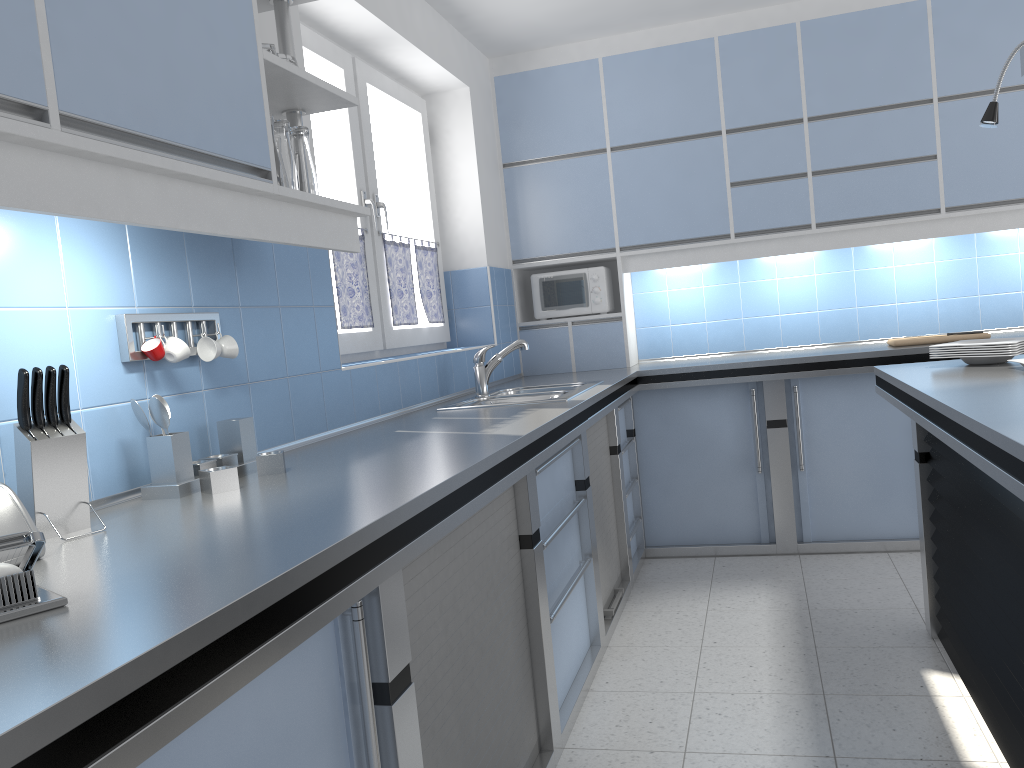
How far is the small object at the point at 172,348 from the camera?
1.9 meters

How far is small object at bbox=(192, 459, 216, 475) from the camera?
1.9m

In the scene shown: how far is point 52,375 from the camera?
1.50m

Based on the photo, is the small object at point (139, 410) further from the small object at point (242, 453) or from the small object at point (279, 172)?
the small object at point (279, 172)

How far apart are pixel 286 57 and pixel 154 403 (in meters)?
0.90

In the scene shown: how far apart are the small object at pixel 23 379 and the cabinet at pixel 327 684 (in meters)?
0.60

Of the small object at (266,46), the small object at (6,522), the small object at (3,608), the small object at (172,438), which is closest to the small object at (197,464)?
the small object at (172,438)

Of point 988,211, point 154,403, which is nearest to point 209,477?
point 154,403

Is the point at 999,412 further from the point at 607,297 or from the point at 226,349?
the point at 607,297

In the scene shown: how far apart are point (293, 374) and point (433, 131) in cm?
237
